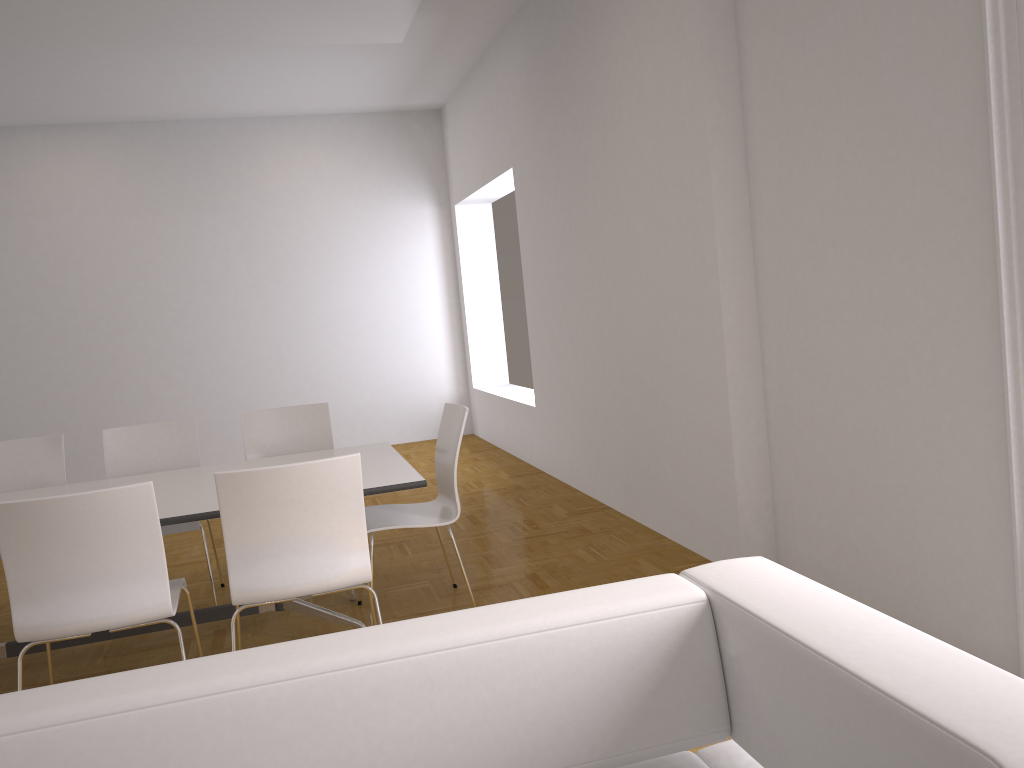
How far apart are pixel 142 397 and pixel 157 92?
3.0m

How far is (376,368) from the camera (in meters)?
9.39

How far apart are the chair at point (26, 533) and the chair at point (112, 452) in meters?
1.1

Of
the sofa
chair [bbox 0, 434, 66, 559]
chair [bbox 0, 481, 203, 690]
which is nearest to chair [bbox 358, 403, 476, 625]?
chair [bbox 0, 481, 203, 690]

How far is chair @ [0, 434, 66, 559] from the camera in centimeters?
454cm

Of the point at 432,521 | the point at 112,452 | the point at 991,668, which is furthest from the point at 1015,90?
the point at 112,452

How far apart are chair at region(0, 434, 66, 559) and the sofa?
3.57m

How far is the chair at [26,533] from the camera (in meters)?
2.76

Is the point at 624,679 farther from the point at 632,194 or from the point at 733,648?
the point at 632,194

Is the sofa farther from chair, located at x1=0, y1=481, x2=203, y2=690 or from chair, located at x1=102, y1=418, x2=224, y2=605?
chair, located at x1=102, y1=418, x2=224, y2=605
